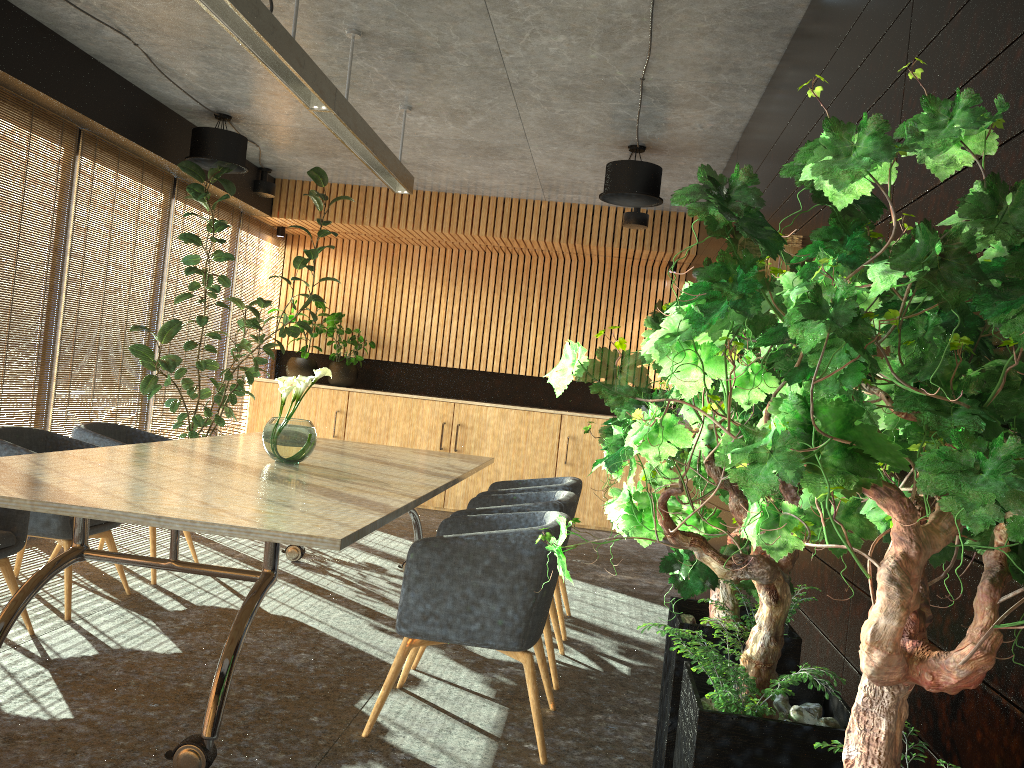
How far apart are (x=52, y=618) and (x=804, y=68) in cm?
475

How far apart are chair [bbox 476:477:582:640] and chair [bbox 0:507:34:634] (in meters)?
2.47

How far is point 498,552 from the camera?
3.5m

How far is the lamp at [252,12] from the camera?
3.76m

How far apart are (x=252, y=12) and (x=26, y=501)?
2.19m

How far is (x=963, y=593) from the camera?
1.85m

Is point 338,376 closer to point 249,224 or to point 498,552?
point 249,224

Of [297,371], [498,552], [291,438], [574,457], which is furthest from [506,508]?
[297,371]

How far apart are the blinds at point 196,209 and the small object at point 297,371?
1.3m

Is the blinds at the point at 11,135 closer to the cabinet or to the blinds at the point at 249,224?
the blinds at the point at 249,224
